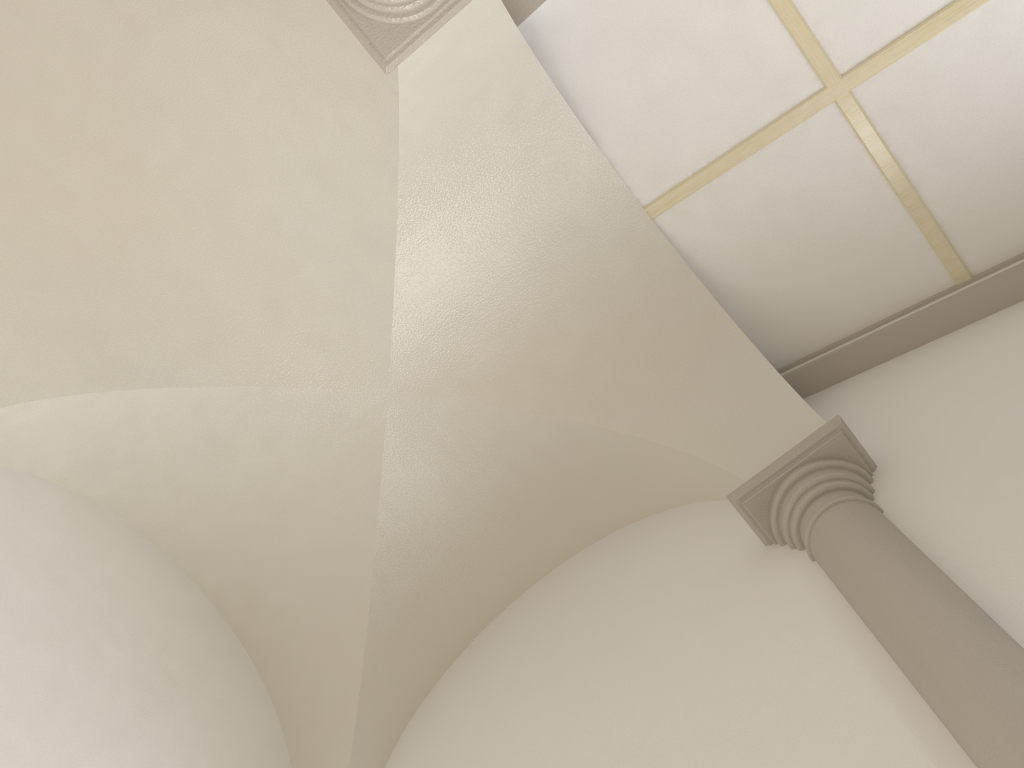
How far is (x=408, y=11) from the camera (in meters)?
3.69

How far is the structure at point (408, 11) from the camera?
3.7m

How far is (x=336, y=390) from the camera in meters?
5.6 m

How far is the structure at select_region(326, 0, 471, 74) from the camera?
3.7m

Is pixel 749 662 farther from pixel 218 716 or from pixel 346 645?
pixel 218 716
